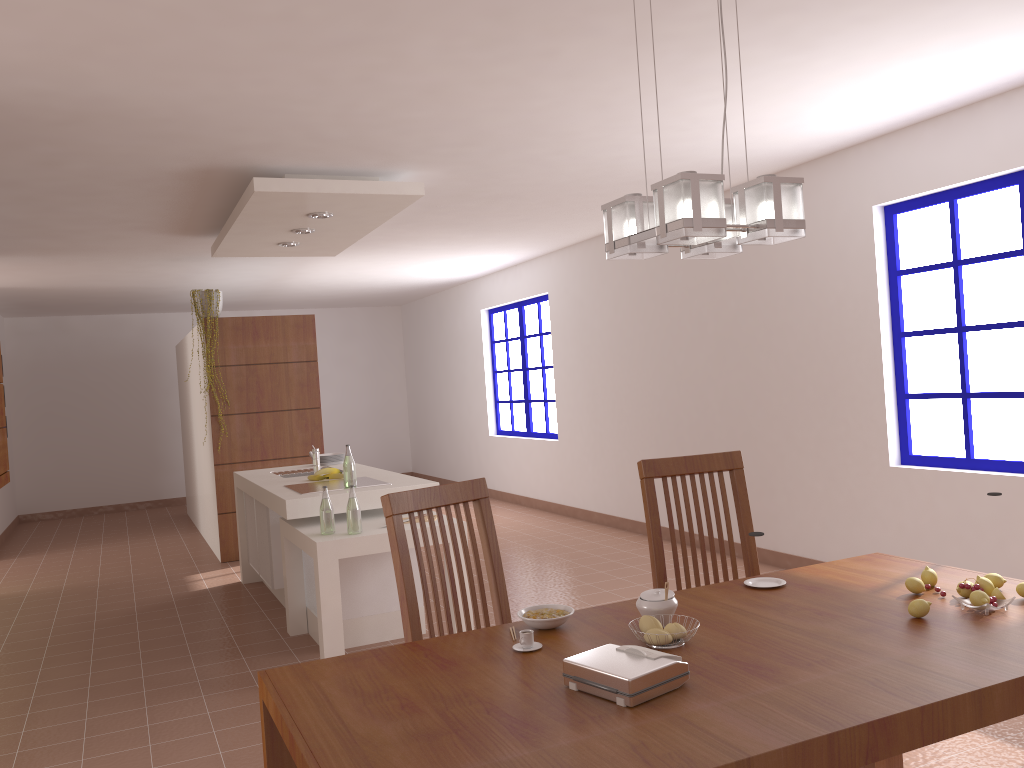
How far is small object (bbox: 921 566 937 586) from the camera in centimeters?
221cm

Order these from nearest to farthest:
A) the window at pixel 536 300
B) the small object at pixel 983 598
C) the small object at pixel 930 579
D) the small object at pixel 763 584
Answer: the small object at pixel 983 598, the small object at pixel 930 579, the small object at pixel 763 584, the window at pixel 536 300

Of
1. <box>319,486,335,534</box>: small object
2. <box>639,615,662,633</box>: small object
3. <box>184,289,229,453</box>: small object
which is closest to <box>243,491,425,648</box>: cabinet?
<box>319,486,335,534</box>: small object

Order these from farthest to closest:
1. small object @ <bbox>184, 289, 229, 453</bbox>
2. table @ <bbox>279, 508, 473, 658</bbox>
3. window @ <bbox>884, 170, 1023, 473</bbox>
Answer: small object @ <bbox>184, 289, 229, 453</bbox> < window @ <bbox>884, 170, 1023, 473</bbox> < table @ <bbox>279, 508, 473, 658</bbox>

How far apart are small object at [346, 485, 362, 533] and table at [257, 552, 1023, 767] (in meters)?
2.20

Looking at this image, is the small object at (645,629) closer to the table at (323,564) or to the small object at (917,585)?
the small object at (917,585)

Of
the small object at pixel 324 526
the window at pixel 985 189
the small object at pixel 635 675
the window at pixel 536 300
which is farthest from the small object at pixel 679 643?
the window at pixel 536 300

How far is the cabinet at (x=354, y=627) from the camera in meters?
4.6 m

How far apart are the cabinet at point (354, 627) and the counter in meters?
0.1

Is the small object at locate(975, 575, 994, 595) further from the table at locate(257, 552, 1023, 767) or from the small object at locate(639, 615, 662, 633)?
the small object at locate(639, 615, 662, 633)
